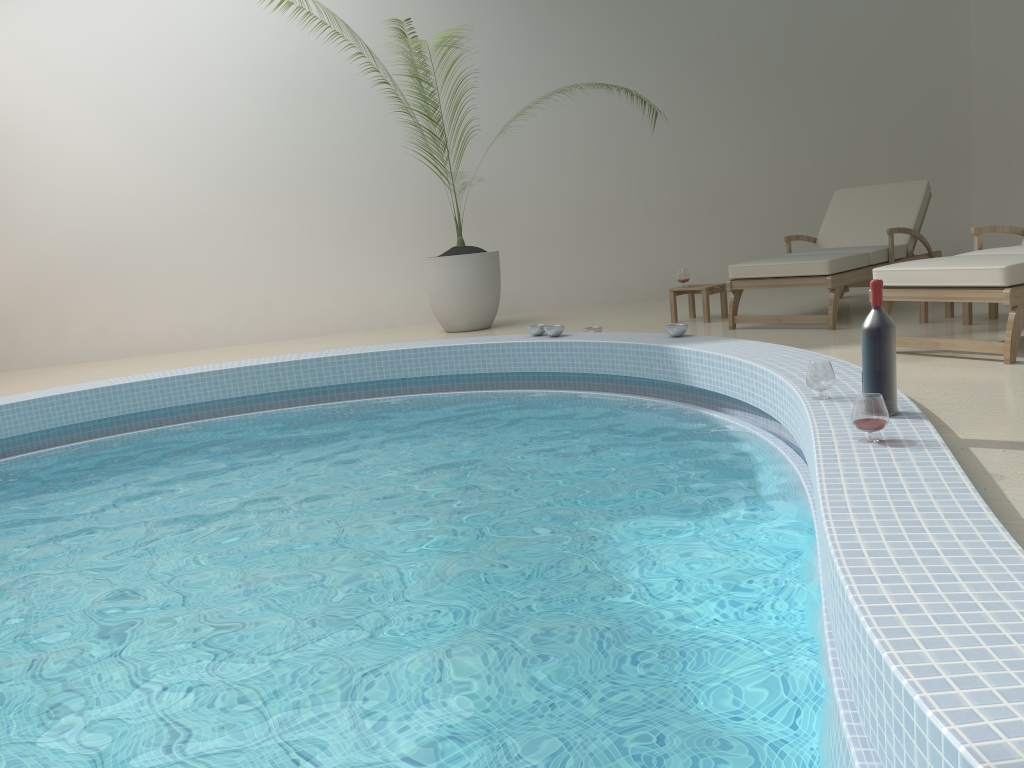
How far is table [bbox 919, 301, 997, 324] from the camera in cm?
508

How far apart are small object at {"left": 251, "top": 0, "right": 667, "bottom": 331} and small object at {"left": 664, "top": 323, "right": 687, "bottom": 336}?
2.3 meters

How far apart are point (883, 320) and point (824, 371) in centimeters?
39cm

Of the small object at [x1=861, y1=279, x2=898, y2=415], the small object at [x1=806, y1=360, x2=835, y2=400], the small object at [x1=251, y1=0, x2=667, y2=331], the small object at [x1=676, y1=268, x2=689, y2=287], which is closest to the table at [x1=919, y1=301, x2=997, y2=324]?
the small object at [x1=676, y1=268, x2=689, y2=287]

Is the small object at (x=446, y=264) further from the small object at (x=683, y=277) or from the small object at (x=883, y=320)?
the small object at (x=883, y=320)

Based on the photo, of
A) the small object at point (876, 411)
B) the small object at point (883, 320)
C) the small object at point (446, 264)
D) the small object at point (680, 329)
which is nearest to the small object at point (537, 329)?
the small object at point (680, 329)

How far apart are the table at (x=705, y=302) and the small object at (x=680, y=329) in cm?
131

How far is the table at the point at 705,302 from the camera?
6.41m

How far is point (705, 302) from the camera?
6.4 meters

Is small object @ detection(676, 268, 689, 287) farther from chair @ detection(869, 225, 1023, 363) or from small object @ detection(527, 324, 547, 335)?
chair @ detection(869, 225, 1023, 363)
